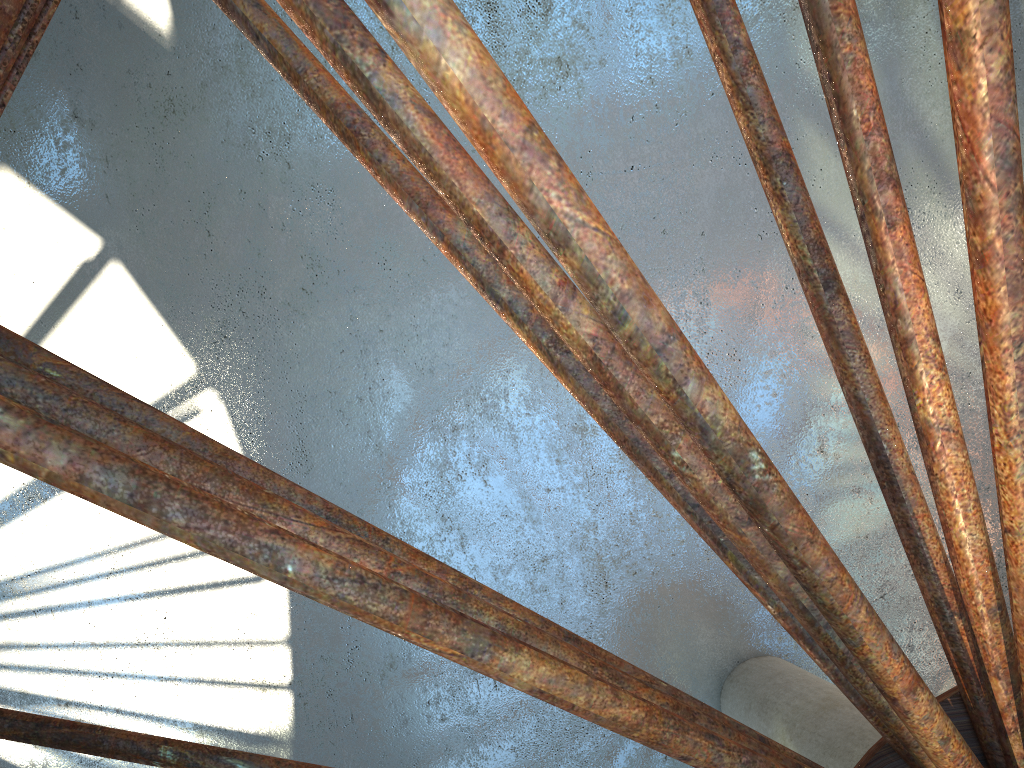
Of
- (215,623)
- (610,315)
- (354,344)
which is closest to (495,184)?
(354,344)
